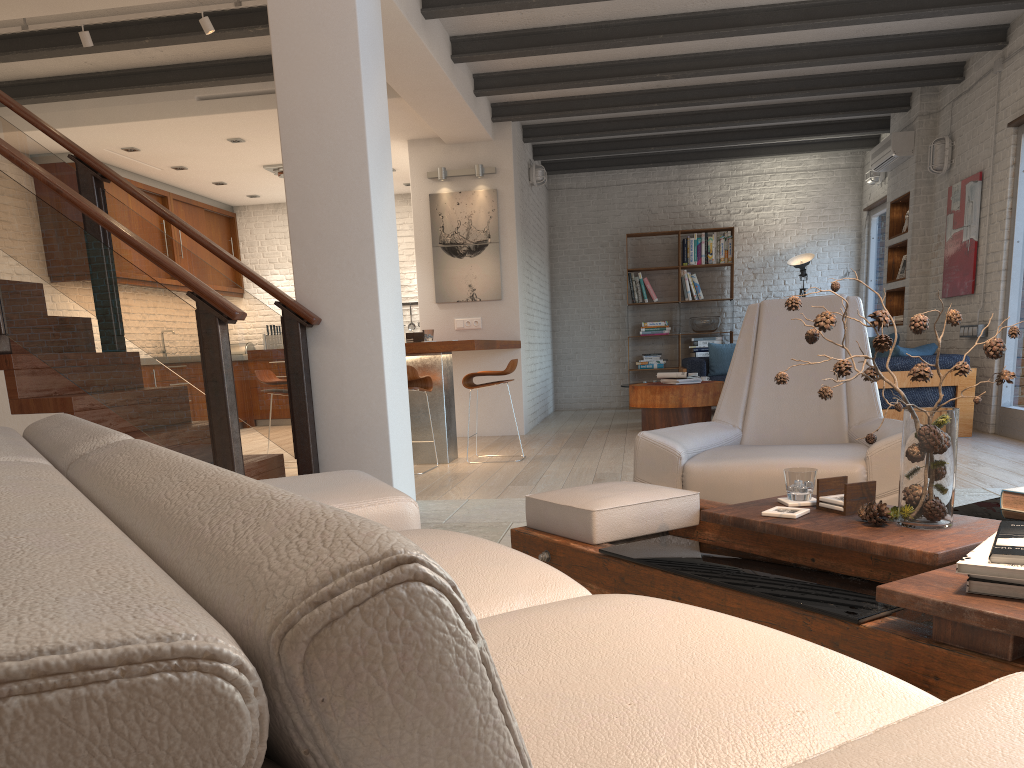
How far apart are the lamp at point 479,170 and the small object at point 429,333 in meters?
2.5 m

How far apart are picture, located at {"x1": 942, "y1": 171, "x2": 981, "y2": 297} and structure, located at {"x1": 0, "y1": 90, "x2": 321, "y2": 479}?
5.8m

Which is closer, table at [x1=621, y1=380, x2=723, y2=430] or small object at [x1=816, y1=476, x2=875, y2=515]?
small object at [x1=816, y1=476, x2=875, y2=515]

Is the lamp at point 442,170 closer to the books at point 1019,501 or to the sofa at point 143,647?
the sofa at point 143,647

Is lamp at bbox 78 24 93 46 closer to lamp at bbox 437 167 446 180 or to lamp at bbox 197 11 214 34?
lamp at bbox 197 11 214 34

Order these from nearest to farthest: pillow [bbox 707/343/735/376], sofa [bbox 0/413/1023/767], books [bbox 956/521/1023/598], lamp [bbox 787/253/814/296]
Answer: sofa [bbox 0/413/1023/767] → books [bbox 956/521/1023/598] → pillow [bbox 707/343/735/376] → lamp [bbox 787/253/814/296]

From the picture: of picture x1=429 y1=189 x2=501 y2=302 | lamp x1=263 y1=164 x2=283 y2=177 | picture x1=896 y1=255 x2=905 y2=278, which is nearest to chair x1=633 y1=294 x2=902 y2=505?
picture x1=429 y1=189 x2=501 y2=302

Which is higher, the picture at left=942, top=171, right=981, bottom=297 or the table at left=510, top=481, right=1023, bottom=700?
the picture at left=942, top=171, right=981, bottom=297

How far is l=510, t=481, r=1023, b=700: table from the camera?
1.5m

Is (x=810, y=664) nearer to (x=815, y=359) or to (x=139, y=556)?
(x=139, y=556)
